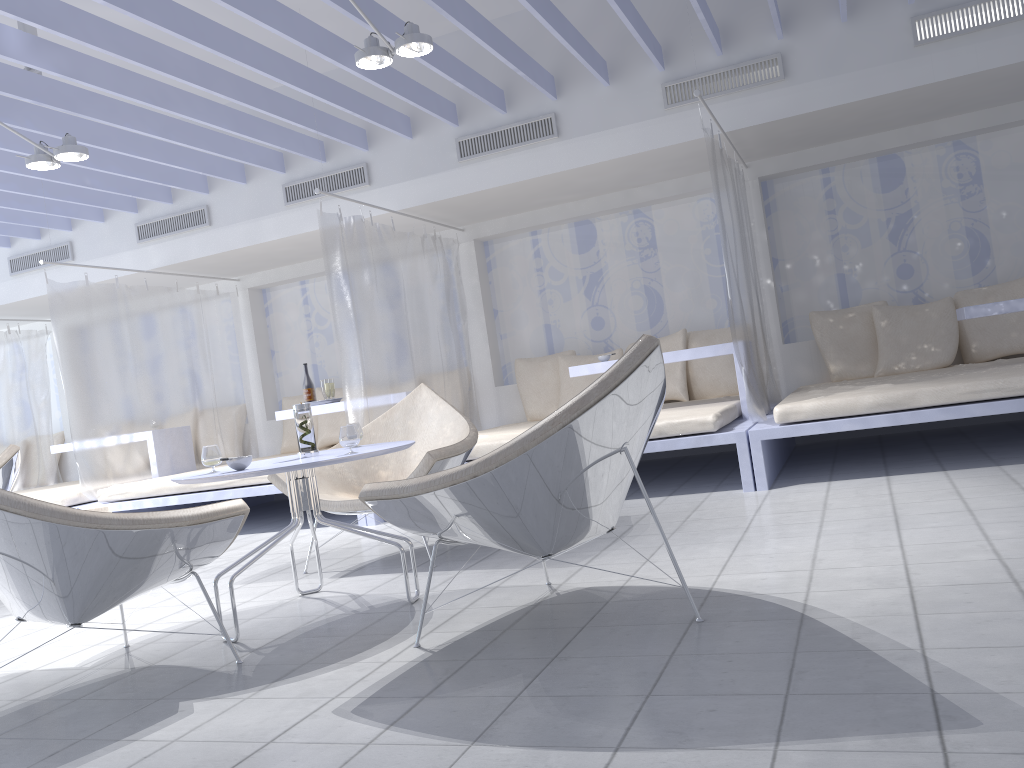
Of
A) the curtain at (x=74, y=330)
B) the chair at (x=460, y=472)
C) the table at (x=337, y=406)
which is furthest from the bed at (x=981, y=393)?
the curtain at (x=74, y=330)

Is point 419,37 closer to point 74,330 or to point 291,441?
point 74,330

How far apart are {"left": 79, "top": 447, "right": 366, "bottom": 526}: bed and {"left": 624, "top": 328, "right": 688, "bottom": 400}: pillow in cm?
237

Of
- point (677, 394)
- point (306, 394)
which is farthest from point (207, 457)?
point (677, 394)

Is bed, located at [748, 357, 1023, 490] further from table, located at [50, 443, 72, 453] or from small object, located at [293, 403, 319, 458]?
table, located at [50, 443, 72, 453]

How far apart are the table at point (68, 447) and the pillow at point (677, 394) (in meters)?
4.70

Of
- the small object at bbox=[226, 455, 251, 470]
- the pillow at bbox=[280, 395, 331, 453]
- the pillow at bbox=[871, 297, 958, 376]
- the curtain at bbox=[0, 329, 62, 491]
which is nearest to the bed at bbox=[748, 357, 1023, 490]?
the pillow at bbox=[871, 297, 958, 376]

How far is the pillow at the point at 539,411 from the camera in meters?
6.7

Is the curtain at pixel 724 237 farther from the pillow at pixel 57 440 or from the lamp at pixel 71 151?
the pillow at pixel 57 440

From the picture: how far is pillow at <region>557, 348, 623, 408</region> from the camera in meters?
6.5
